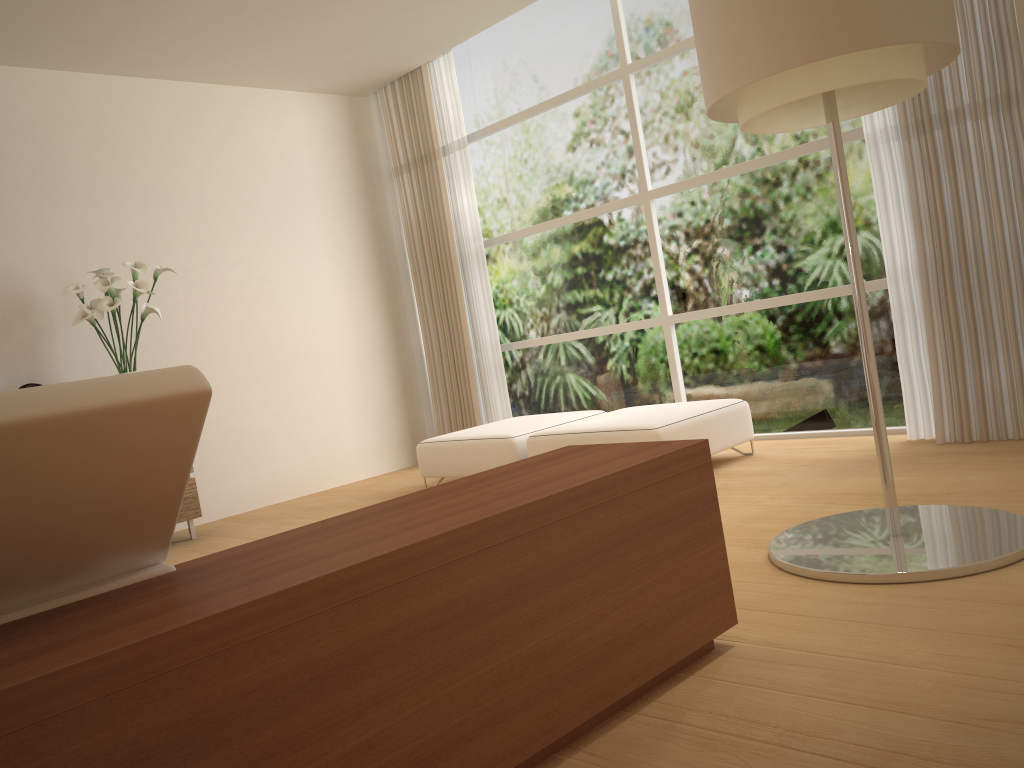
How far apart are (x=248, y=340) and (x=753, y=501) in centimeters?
402cm

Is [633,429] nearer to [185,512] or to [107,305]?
[185,512]

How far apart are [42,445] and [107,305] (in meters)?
4.10

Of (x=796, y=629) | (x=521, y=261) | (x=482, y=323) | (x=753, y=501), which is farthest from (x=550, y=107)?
(x=796, y=629)

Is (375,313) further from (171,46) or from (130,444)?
(130,444)

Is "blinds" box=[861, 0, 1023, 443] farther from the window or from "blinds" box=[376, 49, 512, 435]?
"blinds" box=[376, 49, 512, 435]

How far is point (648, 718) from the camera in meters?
2.0

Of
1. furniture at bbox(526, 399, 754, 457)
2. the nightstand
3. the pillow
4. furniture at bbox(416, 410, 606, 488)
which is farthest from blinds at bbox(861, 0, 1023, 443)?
the pillow

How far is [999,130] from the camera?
4.2 meters

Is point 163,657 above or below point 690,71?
below
